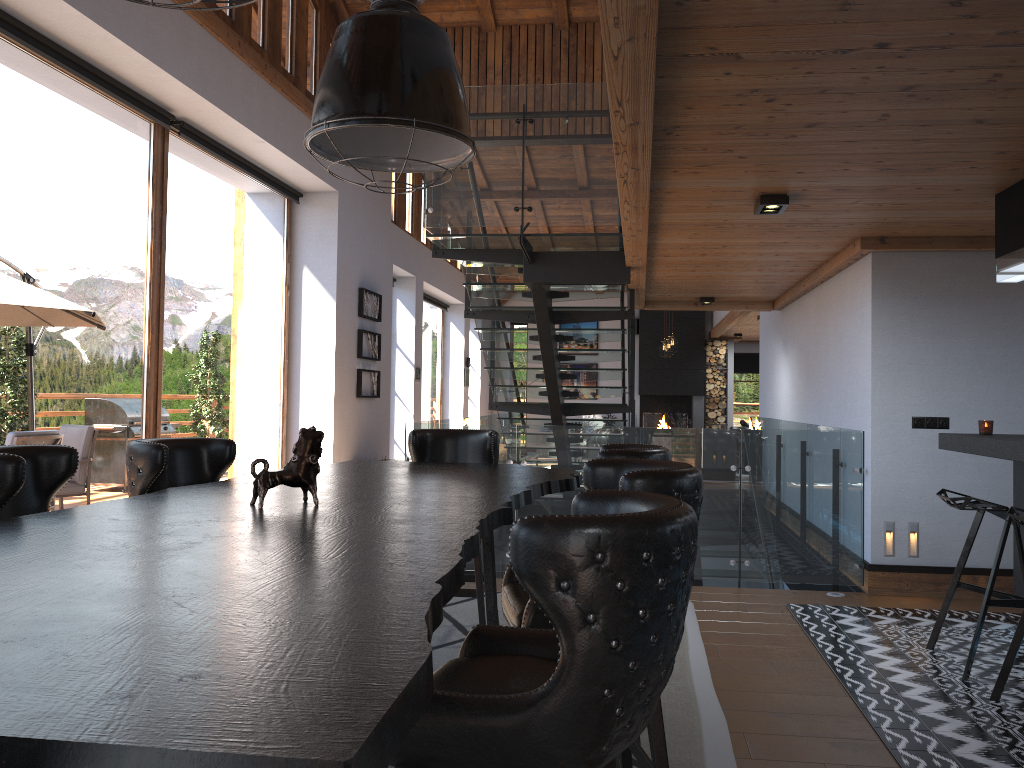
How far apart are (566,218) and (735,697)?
3.71m

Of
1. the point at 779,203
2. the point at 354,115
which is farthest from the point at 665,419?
the point at 354,115

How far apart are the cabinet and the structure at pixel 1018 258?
0.8 meters

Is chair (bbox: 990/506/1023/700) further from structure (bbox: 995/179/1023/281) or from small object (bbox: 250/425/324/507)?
small object (bbox: 250/425/324/507)

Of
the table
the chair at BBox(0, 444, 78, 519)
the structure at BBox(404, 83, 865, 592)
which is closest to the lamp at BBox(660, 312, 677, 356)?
the structure at BBox(404, 83, 865, 592)

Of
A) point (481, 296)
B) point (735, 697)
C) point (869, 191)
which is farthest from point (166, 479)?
point (481, 296)

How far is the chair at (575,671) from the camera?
1.4m

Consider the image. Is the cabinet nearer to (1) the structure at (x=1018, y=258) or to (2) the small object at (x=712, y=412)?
(1) the structure at (x=1018, y=258)

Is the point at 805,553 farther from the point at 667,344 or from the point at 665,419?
the point at 665,419

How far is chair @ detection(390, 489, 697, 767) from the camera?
1.4 meters
